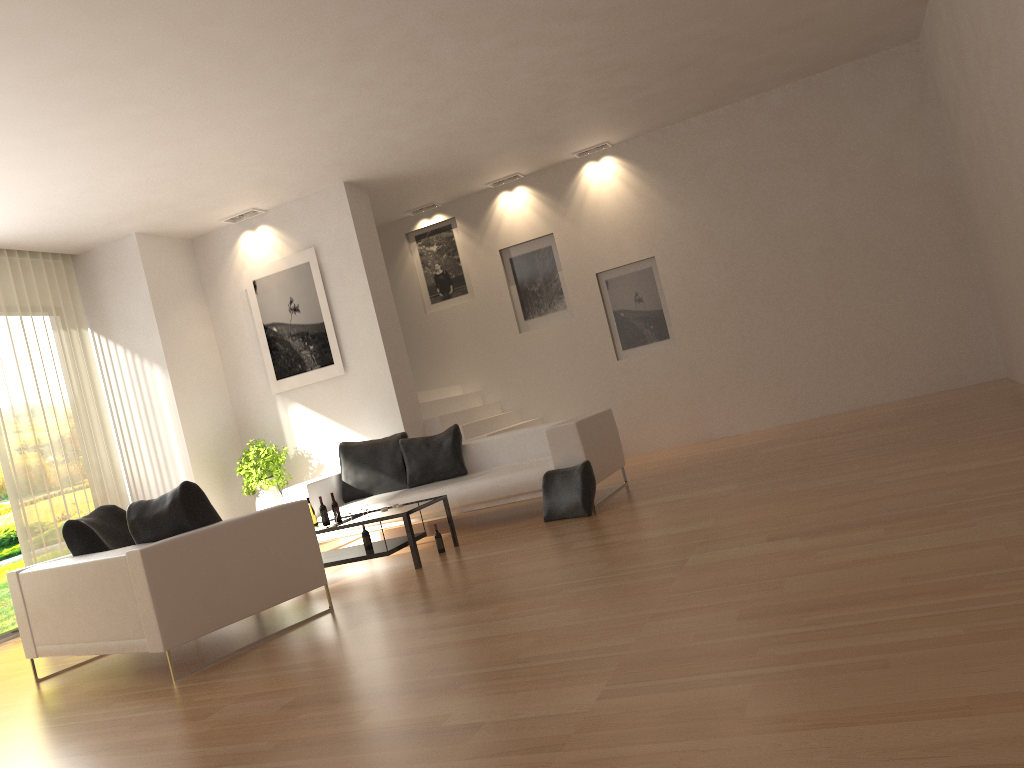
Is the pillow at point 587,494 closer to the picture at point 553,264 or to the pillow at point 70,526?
the pillow at point 70,526

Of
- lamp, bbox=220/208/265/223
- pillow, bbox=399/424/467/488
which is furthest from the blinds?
pillow, bbox=399/424/467/488

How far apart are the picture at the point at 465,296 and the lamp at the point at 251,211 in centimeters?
250cm

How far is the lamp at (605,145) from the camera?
10.80m

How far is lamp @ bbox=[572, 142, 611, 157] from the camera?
10.80m

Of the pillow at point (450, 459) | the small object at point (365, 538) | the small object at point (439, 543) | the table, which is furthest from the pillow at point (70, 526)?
the pillow at point (450, 459)

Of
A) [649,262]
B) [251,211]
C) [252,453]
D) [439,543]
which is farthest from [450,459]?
[649,262]

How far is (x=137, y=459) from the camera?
9.7 meters

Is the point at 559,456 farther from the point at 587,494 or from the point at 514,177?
the point at 514,177

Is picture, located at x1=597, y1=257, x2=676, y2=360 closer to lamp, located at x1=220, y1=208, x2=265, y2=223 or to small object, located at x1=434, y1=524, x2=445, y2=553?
lamp, located at x1=220, y1=208, x2=265, y2=223
